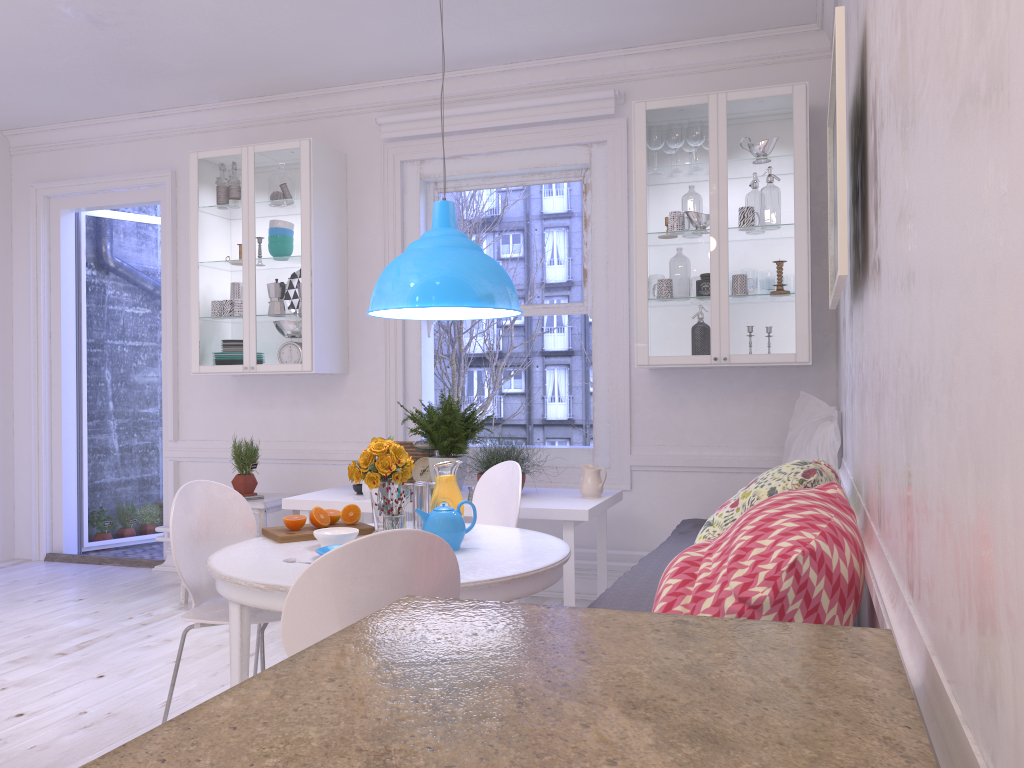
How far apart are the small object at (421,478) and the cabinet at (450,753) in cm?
337

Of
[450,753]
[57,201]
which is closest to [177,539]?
[450,753]

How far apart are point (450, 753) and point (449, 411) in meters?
3.7

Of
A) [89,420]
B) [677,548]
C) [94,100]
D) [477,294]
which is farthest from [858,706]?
[89,420]

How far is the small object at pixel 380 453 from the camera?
3.0 meters

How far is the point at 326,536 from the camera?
2.8m

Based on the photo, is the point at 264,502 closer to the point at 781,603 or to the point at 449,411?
the point at 449,411

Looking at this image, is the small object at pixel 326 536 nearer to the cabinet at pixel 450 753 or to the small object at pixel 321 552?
the small object at pixel 321 552

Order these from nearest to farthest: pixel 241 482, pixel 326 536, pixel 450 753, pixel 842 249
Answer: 1. pixel 450 753
2. pixel 842 249
3. pixel 326 536
4. pixel 241 482

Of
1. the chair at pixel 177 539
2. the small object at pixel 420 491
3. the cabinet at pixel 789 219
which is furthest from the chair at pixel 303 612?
the cabinet at pixel 789 219
